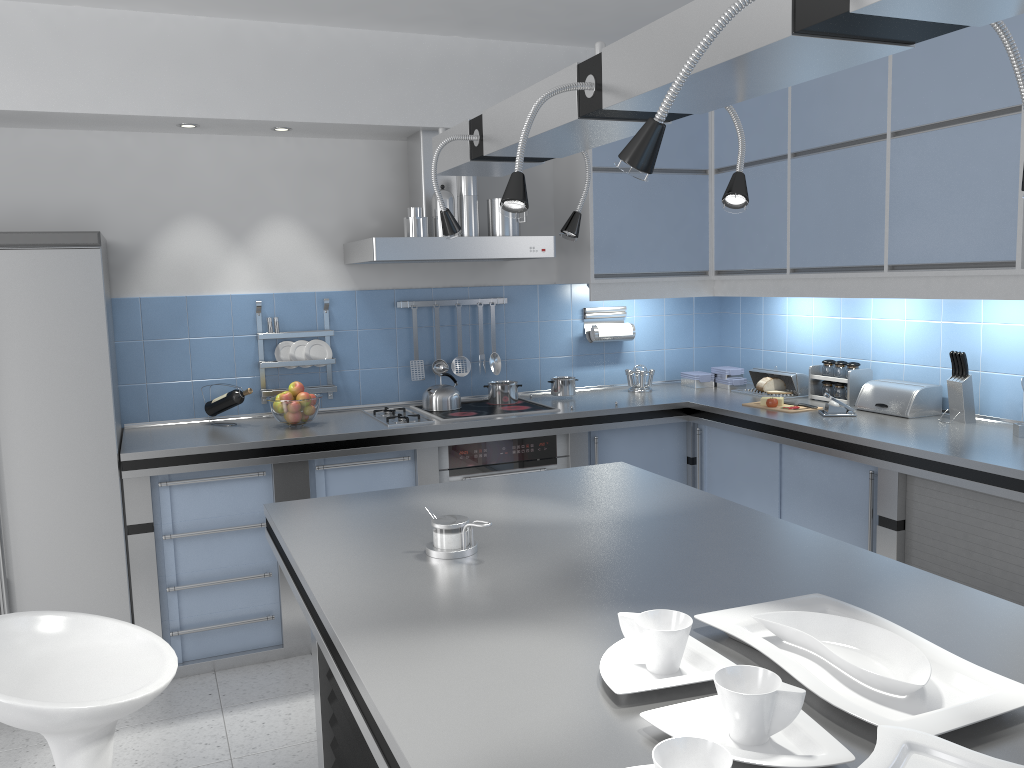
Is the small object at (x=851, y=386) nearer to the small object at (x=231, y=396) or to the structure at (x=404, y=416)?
the structure at (x=404, y=416)

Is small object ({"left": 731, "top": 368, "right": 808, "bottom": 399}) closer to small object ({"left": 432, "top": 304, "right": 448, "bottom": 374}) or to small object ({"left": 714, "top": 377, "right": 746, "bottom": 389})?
small object ({"left": 714, "top": 377, "right": 746, "bottom": 389})

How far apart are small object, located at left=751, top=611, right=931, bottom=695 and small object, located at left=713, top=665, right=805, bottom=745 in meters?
0.2

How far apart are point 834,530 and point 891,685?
2.5m

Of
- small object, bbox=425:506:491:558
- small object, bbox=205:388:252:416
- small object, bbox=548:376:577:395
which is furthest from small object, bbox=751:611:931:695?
small object, bbox=548:376:577:395

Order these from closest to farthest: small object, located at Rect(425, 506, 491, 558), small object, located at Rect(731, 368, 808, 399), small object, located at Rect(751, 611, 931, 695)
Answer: small object, located at Rect(751, 611, 931, 695), small object, located at Rect(425, 506, 491, 558), small object, located at Rect(731, 368, 808, 399)

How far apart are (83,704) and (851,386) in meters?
3.5

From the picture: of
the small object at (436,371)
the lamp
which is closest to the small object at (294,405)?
the small object at (436,371)

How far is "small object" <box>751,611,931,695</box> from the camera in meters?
1.3 m

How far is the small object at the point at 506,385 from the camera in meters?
4.5
